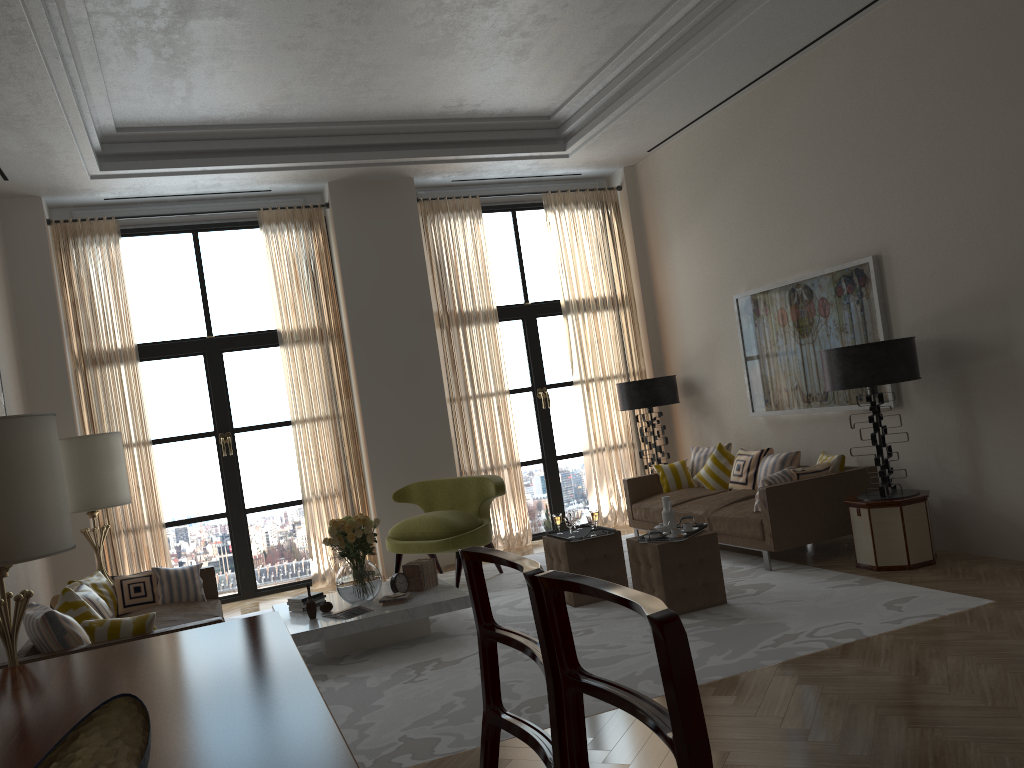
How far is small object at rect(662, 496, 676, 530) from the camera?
7.8m

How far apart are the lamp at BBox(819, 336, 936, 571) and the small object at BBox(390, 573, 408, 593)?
4.1 meters

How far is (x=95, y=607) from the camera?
6.6m

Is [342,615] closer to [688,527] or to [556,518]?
[556,518]

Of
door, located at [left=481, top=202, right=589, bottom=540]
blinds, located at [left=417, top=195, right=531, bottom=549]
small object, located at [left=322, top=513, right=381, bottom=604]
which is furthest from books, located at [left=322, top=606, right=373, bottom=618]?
door, located at [left=481, top=202, right=589, bottom=540]

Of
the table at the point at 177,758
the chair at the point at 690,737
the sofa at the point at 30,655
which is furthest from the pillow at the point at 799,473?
the chair at the point at 690,737

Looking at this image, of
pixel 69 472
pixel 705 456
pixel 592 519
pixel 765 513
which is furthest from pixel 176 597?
pixel 705 456

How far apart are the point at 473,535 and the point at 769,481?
3.19m

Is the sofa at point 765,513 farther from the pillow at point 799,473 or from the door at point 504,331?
the door at point 504,331

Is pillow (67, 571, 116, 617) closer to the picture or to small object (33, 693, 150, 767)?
small object (33, 693, 150, 767)
